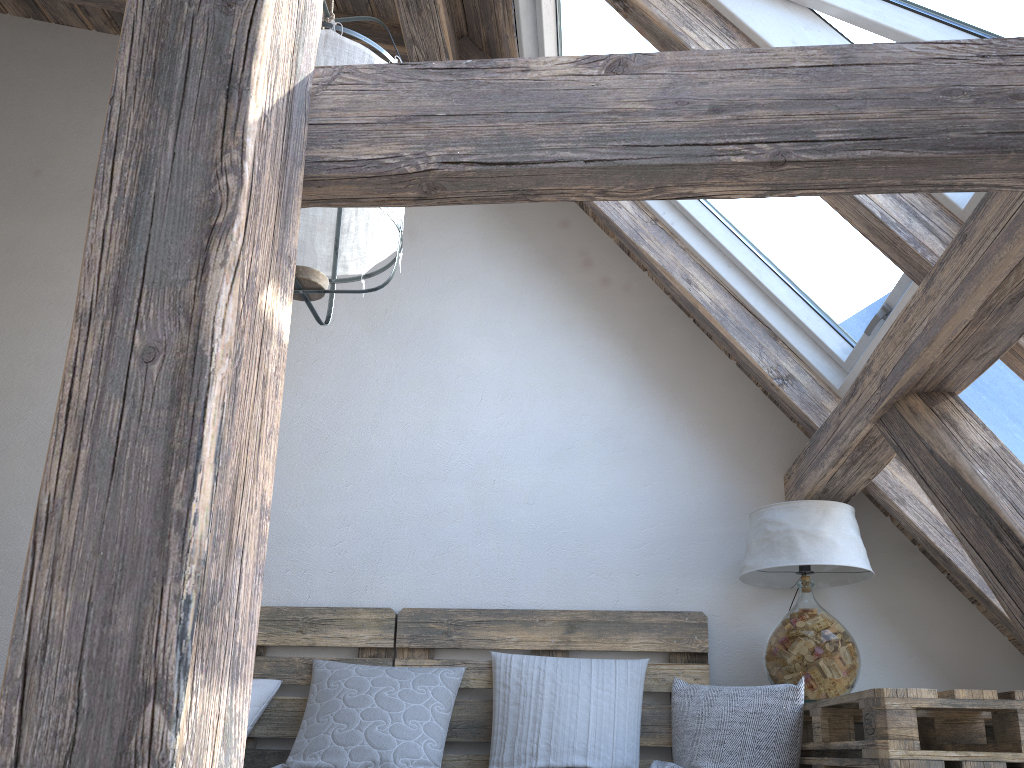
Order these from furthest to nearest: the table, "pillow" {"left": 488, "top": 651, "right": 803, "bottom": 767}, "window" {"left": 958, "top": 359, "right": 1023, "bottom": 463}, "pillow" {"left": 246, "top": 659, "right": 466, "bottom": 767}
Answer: "pillow" {"left": 246, "top": 659, "right": 466, "bottom": 767} → "pillow" {"left": 488, "top": 651, "right": 803, "bottom": 767} → "window" {"left": 958, "top": 359, "right": 1023, "bottom": 463} → the table

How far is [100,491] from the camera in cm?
73

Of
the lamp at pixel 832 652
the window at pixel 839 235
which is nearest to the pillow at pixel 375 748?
the lamp at pixel 832 652

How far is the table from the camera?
1.7 meters

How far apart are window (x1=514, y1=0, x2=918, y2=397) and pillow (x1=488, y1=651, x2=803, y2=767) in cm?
87

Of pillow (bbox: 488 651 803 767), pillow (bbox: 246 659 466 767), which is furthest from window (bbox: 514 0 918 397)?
pillow (bbox: 246 659 466 767)

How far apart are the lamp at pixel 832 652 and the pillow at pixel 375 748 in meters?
0.9 m

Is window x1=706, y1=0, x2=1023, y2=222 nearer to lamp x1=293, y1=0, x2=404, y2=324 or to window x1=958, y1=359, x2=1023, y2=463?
window x1=958, y1=359, x2=1023, y2=463

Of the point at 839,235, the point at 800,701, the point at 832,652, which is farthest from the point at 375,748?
the point at 839,235

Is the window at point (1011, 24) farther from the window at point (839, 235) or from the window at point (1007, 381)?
the window at point (1007, 381)
